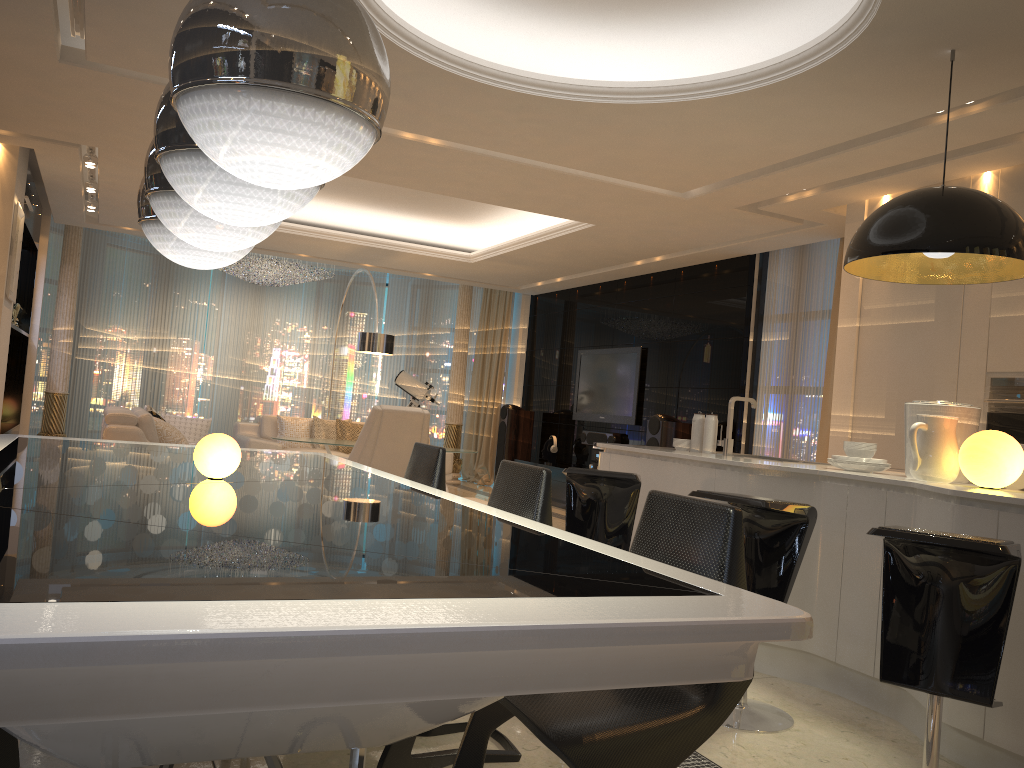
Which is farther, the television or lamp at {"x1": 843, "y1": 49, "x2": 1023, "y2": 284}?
the television

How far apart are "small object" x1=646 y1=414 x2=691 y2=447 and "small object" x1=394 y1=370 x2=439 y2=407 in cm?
434

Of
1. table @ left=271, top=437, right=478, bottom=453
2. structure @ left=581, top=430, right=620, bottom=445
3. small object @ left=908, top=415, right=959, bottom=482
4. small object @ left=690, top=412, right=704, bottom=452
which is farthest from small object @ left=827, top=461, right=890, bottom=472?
structure @ left=581, top=430, right=620, bottom=445

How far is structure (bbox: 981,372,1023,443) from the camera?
4.8 meters

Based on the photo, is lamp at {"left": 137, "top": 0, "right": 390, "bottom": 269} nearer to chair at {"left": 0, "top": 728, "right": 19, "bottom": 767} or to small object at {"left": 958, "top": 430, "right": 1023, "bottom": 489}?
chair at {"left": 0, "top": 728, "right": 19, "bottom": 767}

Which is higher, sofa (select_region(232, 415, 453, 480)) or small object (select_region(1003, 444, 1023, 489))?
small object (select_region(1003, 444, 1023, 489))

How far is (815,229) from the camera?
6.8 meters

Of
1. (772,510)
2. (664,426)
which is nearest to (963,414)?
(772,510)

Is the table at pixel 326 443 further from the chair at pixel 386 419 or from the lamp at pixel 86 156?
the lamp at pixel 86 156

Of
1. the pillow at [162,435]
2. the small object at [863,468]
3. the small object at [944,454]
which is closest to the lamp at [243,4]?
the small object at [944,454]
